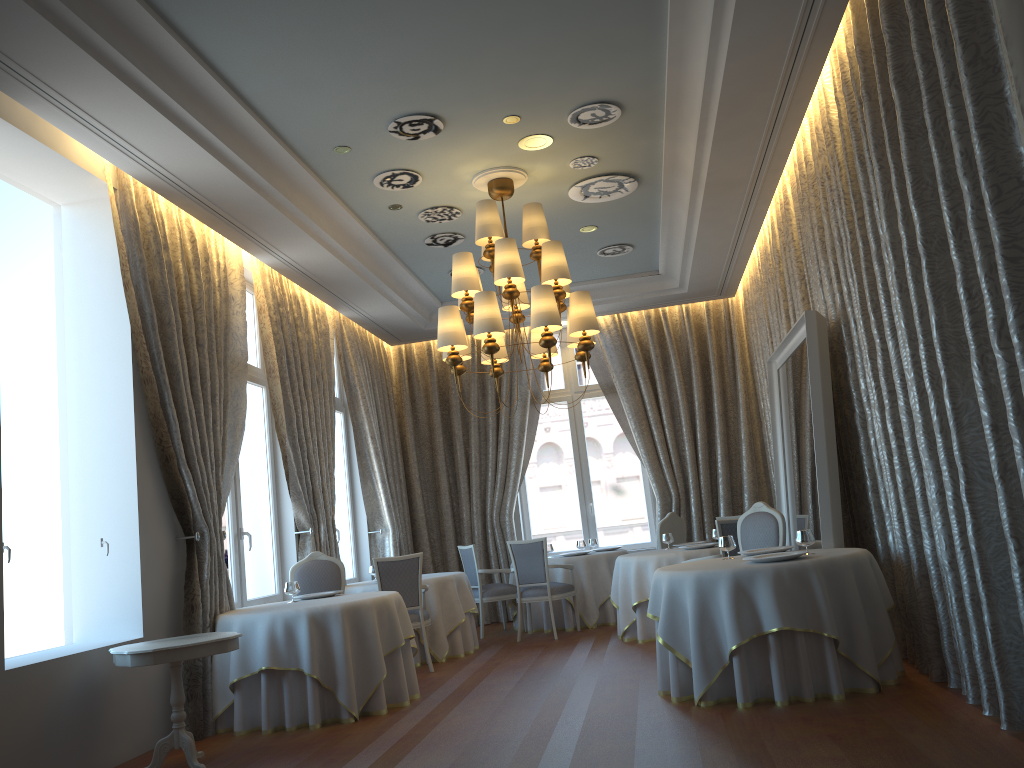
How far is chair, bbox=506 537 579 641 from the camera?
9.8m

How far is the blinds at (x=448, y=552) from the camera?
12.3m

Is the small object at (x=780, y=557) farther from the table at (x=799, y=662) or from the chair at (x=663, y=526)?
the chair at (x=663, y=526)

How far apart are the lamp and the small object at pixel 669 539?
2.61m

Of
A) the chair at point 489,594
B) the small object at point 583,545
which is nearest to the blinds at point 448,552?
the chair at point 489,594

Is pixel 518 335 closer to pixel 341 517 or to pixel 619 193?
pixel 341 517

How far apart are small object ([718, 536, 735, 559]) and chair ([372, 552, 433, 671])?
3.15m

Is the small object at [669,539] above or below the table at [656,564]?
above

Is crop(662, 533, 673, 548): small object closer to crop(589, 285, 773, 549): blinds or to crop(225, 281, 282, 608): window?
crop(589, 285, 773, 549): blinds

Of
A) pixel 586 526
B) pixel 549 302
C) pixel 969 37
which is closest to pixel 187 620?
pixel 549 302
